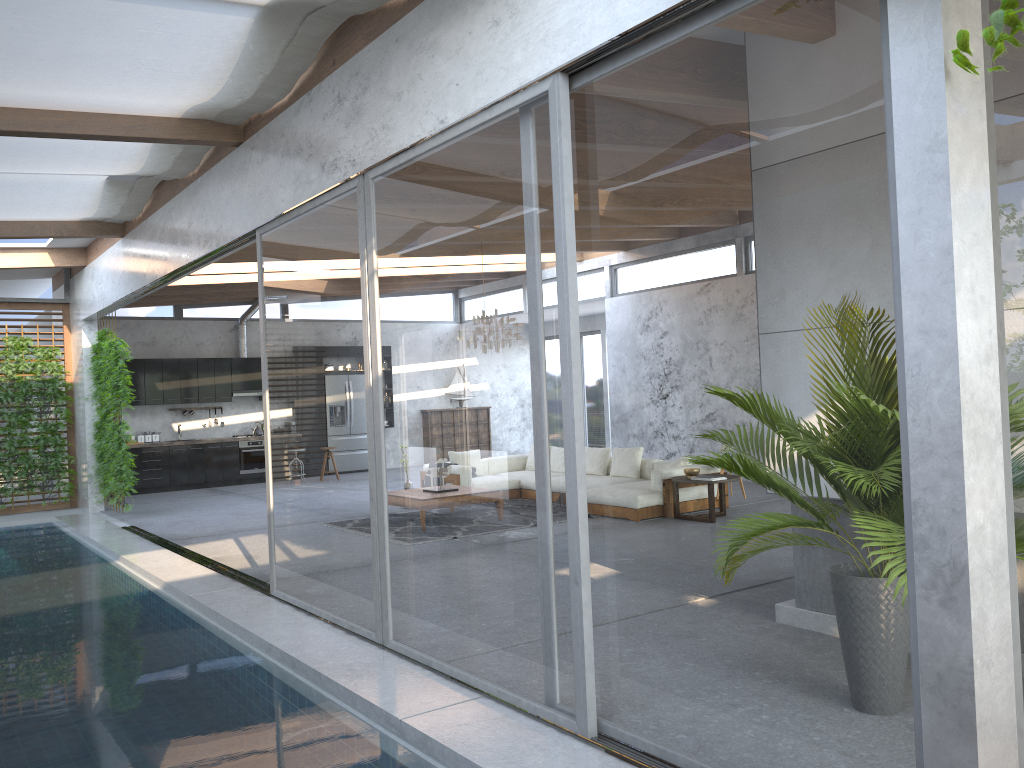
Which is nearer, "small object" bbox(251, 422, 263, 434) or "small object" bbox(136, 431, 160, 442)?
"small object" bbox(136, 431, 160, 442)

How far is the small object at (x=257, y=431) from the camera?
16.2m

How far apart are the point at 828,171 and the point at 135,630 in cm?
531

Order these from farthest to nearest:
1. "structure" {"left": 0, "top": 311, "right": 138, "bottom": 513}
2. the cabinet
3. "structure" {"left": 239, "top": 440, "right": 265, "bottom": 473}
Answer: "structure" {"left": 239, "top": 440, "right": 265, "bottom": 473} → the cabinet → "structure" {"left": 0, "top": 311, "right": 138, "bottom": 513}

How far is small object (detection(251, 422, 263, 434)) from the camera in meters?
16.2

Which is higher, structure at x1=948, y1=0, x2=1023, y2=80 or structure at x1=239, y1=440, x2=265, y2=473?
structure at x1=948, y1=0, x2=1023, y2=80

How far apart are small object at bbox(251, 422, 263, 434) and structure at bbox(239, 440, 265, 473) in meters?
0.3

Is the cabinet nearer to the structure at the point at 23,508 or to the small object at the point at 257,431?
the small object at the point at 257,431

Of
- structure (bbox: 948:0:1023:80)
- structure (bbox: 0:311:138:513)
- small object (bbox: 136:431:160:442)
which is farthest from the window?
small object (bbox: 136:431:160:442)

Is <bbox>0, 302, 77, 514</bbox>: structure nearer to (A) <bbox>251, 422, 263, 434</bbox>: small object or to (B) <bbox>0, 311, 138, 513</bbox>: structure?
(B) <bbox>0, 311, 138, 513</bbox>: structure
